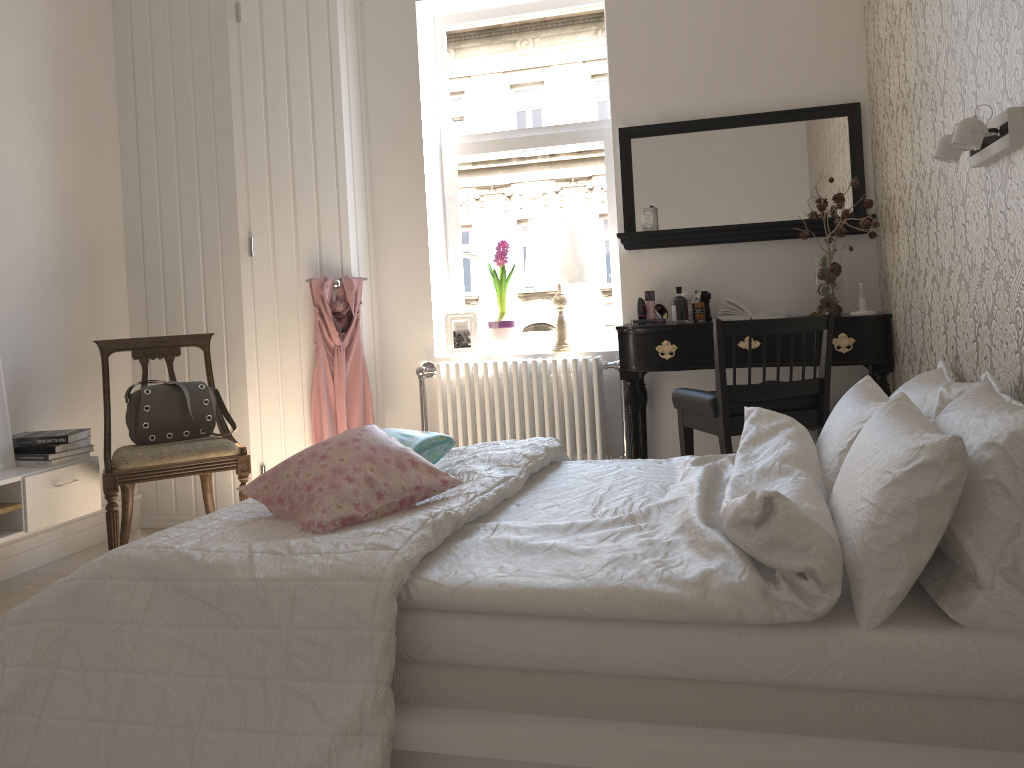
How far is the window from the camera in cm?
435

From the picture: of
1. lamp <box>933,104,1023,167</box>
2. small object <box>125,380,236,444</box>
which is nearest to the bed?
lamp <box>933,104,1023,167</box>

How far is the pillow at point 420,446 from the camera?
2.3m

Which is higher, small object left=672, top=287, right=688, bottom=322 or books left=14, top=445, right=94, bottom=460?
small object left=672, top=287, right=688, bottom=322

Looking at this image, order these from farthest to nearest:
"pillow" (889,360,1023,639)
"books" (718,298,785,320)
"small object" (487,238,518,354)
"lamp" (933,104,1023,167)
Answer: "small object" (487,238,518,354)
"books" (718,298,785,320)
"lamp" (933,104,1023,167)
"pillow" (889,360,1023,639)

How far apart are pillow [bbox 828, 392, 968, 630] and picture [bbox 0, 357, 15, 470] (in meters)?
2.93

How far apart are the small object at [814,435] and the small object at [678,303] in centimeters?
73cm

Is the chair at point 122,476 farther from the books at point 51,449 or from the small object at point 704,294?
the small object at point 704,294

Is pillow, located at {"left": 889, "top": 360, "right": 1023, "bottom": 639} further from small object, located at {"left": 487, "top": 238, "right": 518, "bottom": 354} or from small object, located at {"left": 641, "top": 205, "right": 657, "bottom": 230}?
small object, located at {"left": 487, "top": 238, "right": 518, "bottom": 354}

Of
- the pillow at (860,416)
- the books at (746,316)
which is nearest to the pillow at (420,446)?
the pillow at (860,416)
